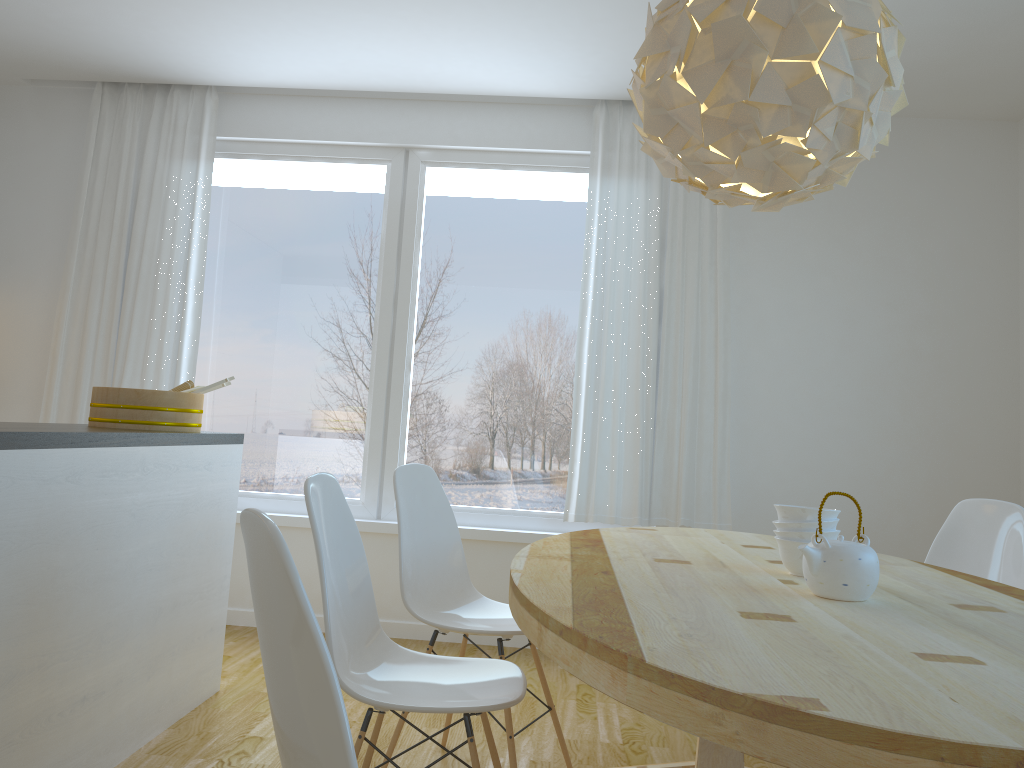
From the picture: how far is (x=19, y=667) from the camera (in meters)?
2.09

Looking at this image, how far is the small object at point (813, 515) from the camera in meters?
2.1 m

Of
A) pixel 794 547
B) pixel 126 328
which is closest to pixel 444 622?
pixel 794 547

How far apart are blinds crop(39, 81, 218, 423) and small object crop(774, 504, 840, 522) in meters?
3.3

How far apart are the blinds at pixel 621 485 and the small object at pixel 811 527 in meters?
2.1 m

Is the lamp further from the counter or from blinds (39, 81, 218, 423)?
blinds (39, 81, 218, 423)

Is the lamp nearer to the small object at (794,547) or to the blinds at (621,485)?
the small object at (794,547)

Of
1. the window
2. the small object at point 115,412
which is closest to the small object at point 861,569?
the small object at point 115,412

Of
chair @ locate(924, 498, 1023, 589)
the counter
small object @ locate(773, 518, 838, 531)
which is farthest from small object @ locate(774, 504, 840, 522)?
the counter

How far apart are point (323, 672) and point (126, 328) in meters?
3.9
